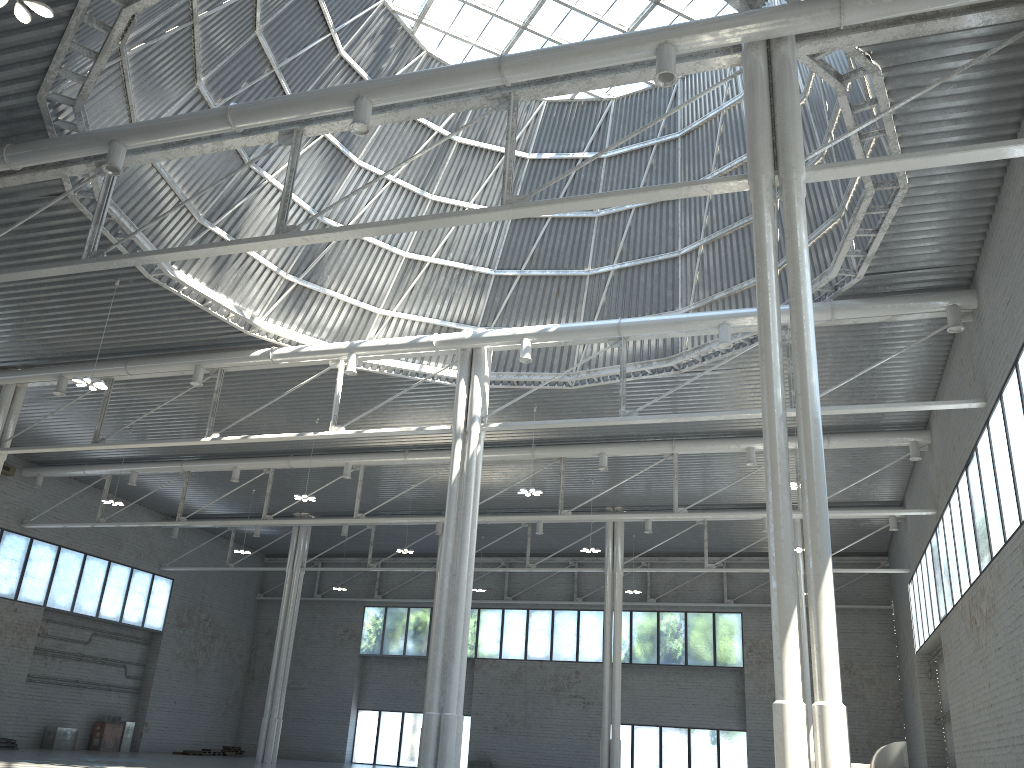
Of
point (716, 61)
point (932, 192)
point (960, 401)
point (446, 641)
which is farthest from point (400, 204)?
point (960, 401)

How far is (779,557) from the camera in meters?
14.0
